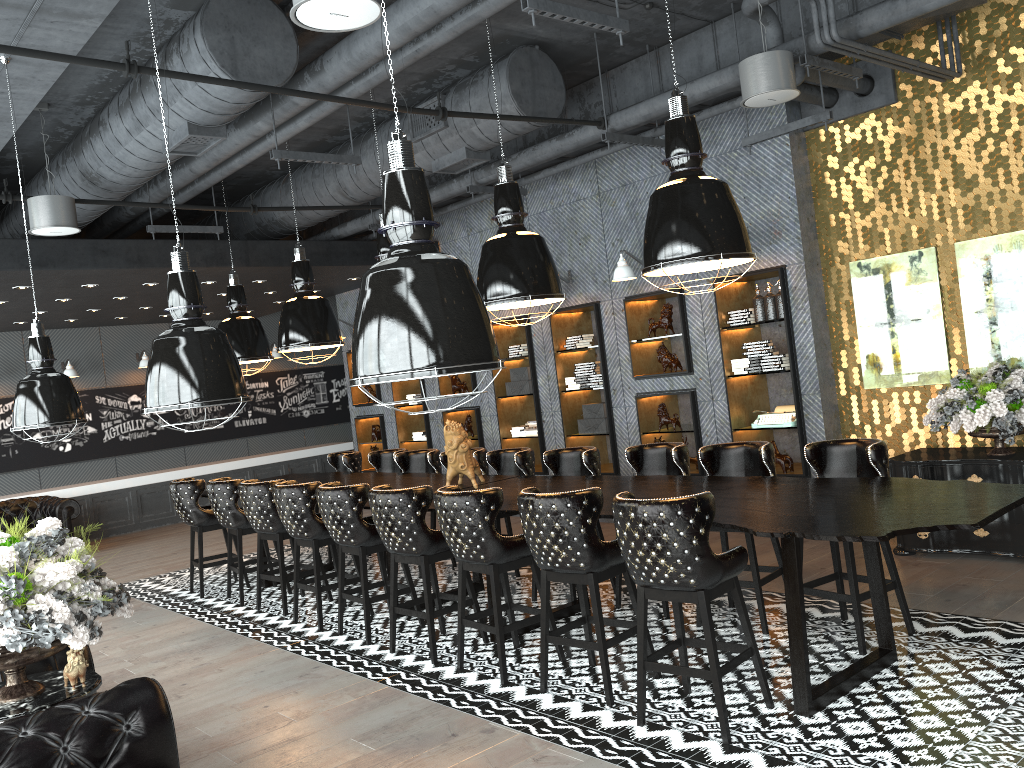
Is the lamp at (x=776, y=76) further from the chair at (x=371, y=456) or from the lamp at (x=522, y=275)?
the chair at (x=371, y=456)

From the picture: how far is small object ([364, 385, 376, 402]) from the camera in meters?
12.9 m

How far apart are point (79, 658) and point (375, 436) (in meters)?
9.52

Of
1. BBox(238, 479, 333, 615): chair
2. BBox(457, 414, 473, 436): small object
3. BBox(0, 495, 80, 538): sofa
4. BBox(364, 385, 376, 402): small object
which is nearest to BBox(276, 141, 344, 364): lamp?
BBox(238, 479, 333, 615): chair

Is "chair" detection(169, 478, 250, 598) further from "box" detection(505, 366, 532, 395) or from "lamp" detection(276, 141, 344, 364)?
"box" detection(505, 366, 532, 395)

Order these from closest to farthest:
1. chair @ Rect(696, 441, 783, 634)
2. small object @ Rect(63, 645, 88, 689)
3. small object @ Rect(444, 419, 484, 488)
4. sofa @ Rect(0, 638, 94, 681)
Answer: small object @ Rect(63, 645, 88, 689) → sofa @ Rect(0, 638, 94, 681) → chair @ Rect(696, 441, 783, 634) → small object @ Rect(444, 419, 484, 488)

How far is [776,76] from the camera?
5.6m

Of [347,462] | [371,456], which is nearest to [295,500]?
[371,456]

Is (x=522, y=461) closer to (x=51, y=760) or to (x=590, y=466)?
(x=590, y=466)

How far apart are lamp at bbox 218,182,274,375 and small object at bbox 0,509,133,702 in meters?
5.3 m
